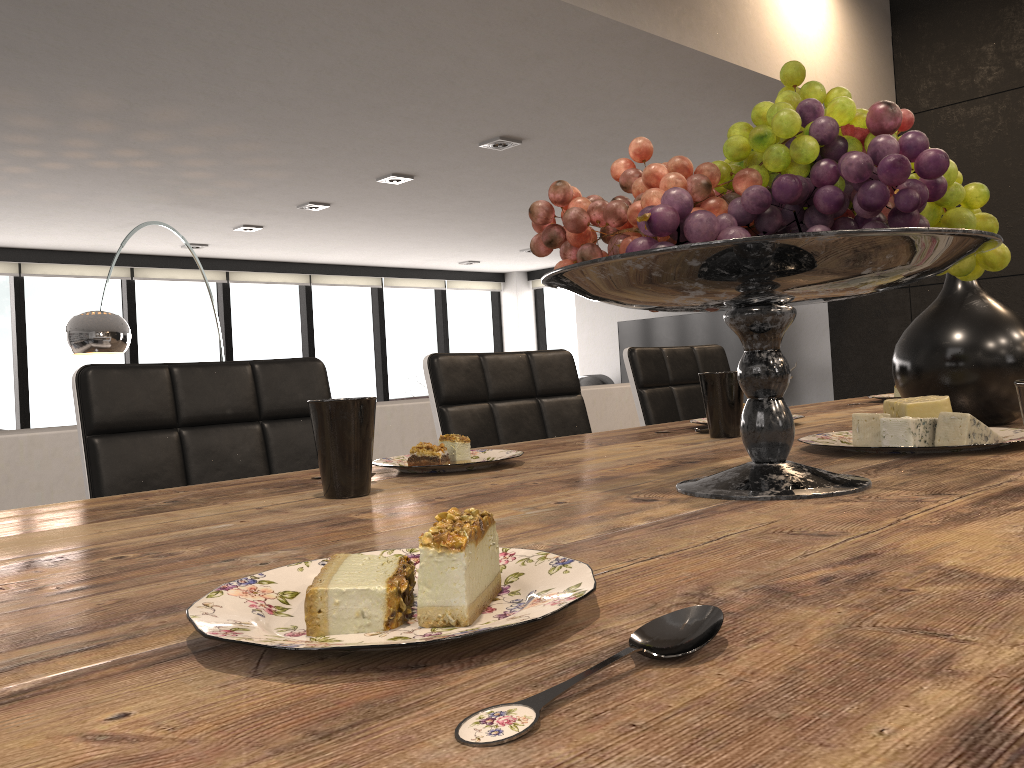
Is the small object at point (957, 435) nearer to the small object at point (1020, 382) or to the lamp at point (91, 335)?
the small object at point (1020, 382)

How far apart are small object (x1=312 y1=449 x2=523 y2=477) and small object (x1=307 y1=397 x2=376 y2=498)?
0.1m

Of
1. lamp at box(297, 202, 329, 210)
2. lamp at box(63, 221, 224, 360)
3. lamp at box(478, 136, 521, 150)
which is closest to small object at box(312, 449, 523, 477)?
lamp at box(478, 136, 521, 150)

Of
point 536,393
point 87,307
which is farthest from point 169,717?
point 87,307

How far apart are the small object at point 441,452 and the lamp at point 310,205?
4.9m

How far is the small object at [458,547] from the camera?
0.4 meters

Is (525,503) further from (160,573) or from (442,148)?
(442,148)

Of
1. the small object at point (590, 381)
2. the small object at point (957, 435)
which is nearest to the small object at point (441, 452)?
the small object at point (957, 435)

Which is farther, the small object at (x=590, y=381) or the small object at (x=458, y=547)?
the small object at (x=590, y=381)

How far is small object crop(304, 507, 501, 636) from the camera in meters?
0.4
